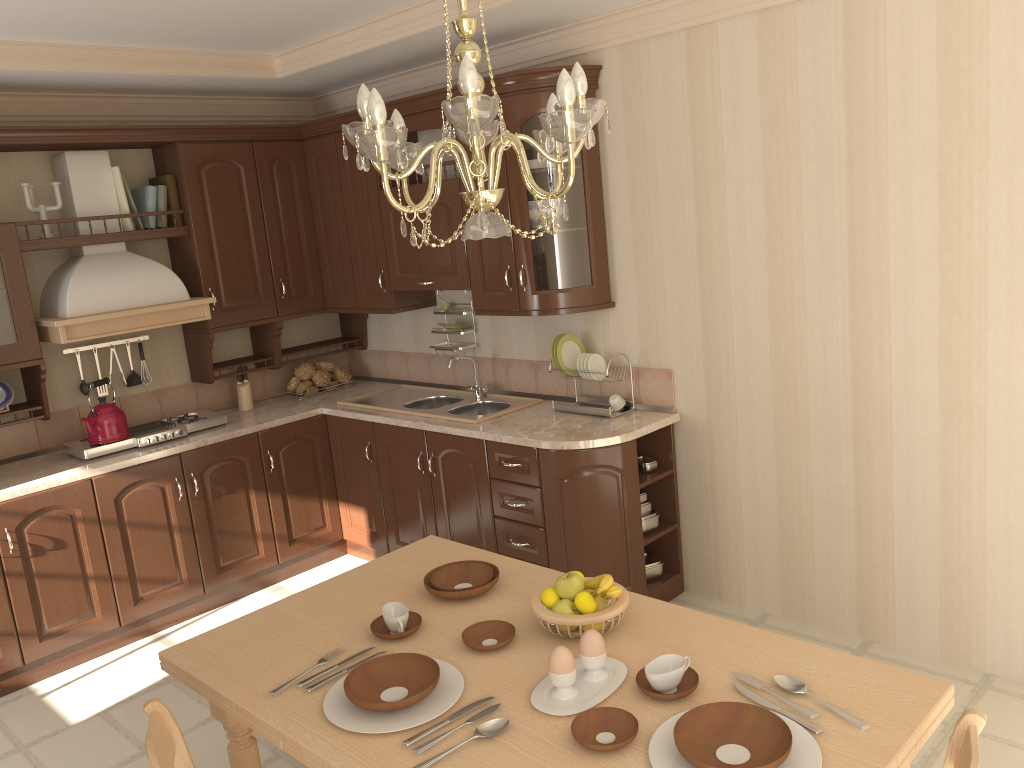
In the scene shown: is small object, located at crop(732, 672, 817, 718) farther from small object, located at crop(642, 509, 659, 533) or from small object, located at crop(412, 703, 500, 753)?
small object, located at crop(642, 509, 659, 533)

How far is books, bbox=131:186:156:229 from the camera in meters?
4.3 m

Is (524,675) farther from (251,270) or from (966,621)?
(251,270)

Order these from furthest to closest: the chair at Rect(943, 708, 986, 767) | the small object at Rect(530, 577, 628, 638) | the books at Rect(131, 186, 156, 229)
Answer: the books at Rect(131, 186, 156, 229) → the small object at Rect(530, 577, 628, 638) → the chair at Rect(943, 708, 986, 767)

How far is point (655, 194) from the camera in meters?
3.7 m

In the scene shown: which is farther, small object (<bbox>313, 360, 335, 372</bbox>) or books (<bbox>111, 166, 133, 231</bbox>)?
small object (<bbox>313, 360, 335, 372</bbox>)

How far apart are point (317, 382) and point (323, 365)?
0.1 meters

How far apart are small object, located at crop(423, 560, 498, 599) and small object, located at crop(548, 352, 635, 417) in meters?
1.5 m

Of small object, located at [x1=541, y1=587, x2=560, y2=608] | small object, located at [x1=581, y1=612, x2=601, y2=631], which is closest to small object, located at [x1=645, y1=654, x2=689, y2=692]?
small object, located at [x1=581, y1=612, x2=601, y2=631]

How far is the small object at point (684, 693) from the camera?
1.7m
